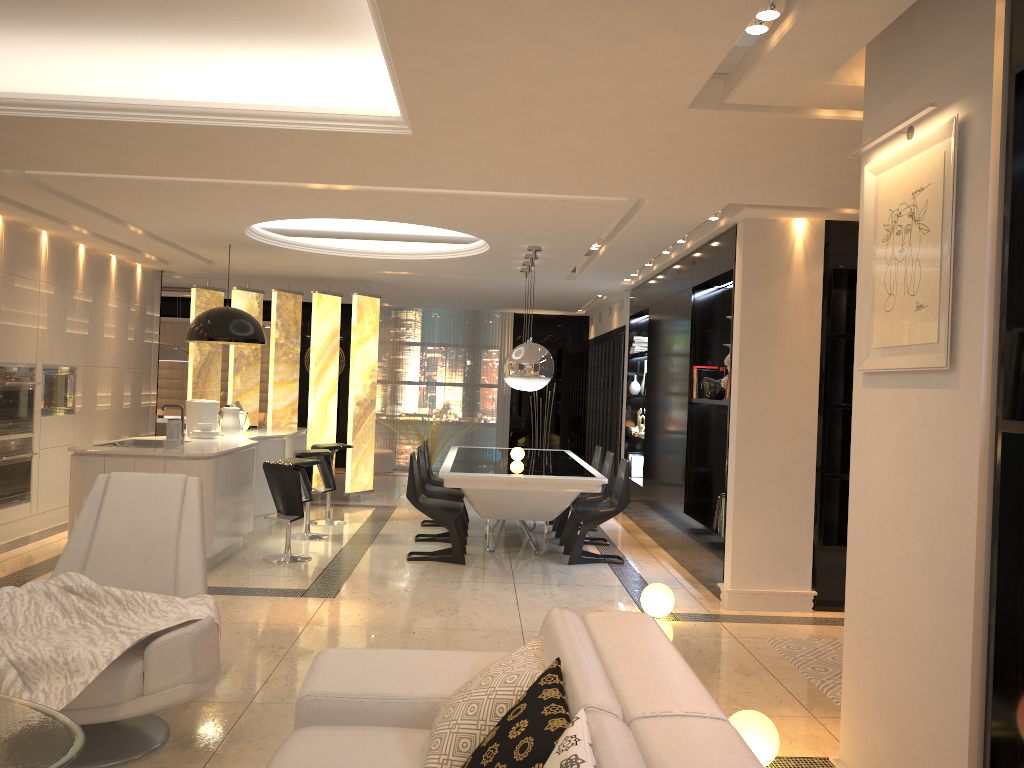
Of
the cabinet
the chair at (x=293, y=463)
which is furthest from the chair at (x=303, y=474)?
the chair at (x=293, y=463)

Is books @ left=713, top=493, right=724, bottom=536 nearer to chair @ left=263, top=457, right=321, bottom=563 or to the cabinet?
chair @ left=263, top=457, right=321, bottom=563

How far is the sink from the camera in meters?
7.1 m

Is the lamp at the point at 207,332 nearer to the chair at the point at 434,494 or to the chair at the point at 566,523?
the chair at the point at 434,494

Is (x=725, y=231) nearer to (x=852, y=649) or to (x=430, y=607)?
(x=430, y=607)

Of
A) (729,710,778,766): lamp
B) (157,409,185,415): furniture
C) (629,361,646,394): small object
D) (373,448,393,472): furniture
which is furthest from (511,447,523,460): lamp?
(157,409,185,415): furniture

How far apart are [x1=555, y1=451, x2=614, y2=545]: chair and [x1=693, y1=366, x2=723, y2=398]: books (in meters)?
1.28

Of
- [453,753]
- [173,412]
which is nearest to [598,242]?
[453,753]

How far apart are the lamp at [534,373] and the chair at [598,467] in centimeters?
129cm

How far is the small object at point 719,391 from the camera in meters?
6.8
